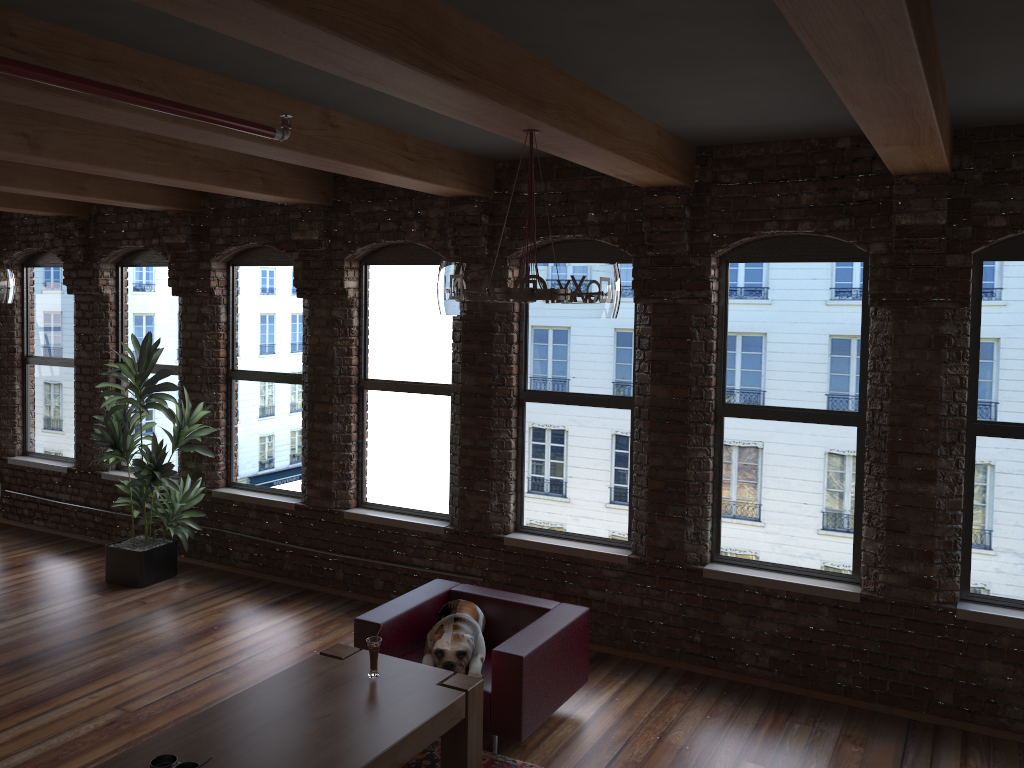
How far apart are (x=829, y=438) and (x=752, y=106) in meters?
2.2 m

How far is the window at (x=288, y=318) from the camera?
7.6 meters

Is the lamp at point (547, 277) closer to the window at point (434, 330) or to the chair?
the chair

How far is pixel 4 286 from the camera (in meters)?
5.95

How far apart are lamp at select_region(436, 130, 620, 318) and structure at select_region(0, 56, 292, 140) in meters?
0.8

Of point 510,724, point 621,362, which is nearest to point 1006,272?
point 621,362

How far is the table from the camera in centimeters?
361cm

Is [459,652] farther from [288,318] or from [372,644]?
[288,318]

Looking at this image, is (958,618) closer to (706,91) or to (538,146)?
(706,91)

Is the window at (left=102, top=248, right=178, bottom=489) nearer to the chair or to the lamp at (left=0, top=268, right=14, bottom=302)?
the lamp at (left=0, top=268, right=14, bottom=302)
